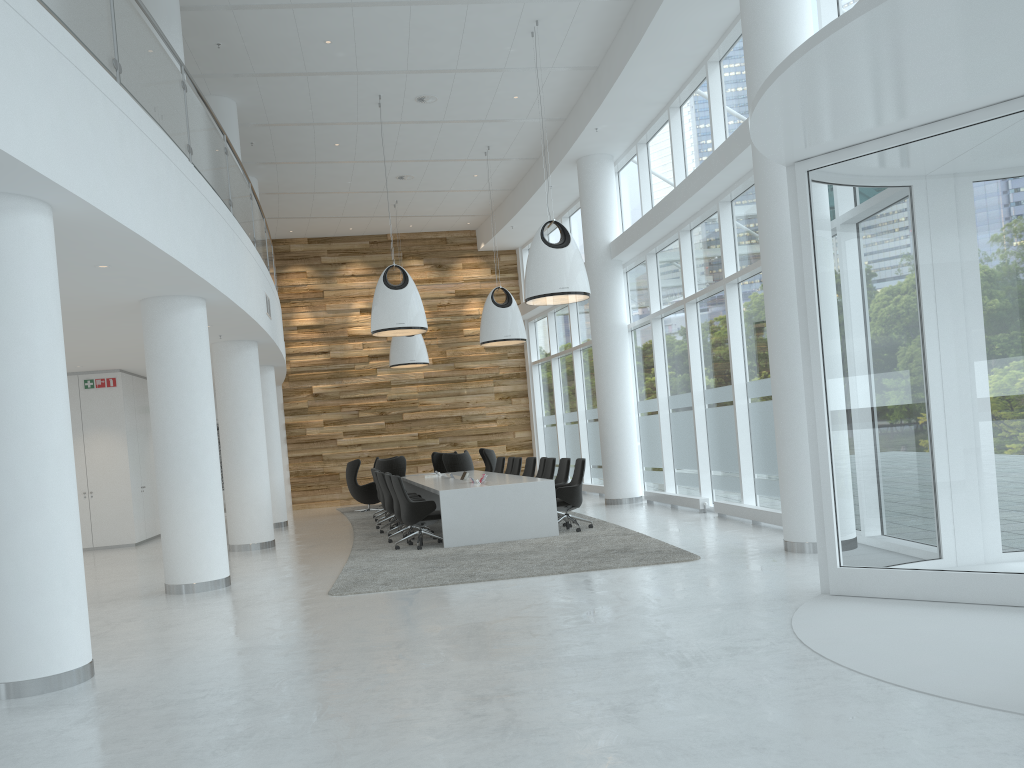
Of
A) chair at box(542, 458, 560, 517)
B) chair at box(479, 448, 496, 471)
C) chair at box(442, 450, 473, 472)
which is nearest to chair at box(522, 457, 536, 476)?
chair at box(542, 458, 560, 517)

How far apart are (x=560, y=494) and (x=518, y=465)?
4.0m

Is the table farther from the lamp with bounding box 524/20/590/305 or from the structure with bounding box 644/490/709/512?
the structure with bounding box 644/490/709/512

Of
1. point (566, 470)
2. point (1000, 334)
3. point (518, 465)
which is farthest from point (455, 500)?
point (1000, 334)

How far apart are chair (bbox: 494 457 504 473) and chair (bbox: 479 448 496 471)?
1.89m

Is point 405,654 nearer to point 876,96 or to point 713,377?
point 876,96

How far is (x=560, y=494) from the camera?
11.7m

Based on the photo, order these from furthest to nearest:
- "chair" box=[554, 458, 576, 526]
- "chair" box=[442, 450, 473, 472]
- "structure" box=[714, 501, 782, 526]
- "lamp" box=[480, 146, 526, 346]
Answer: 1. "chair" box=[442, 450, 473, 472]
2. "lamp" box=[480, 146, 526, 346]
3. "chair" box=[554, 458, 576, 526]
4. "structure" box=[714, 501, 782, 526]

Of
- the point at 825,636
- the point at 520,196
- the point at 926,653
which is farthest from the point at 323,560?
the point at 520,196

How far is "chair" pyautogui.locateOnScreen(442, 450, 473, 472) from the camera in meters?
18.2
